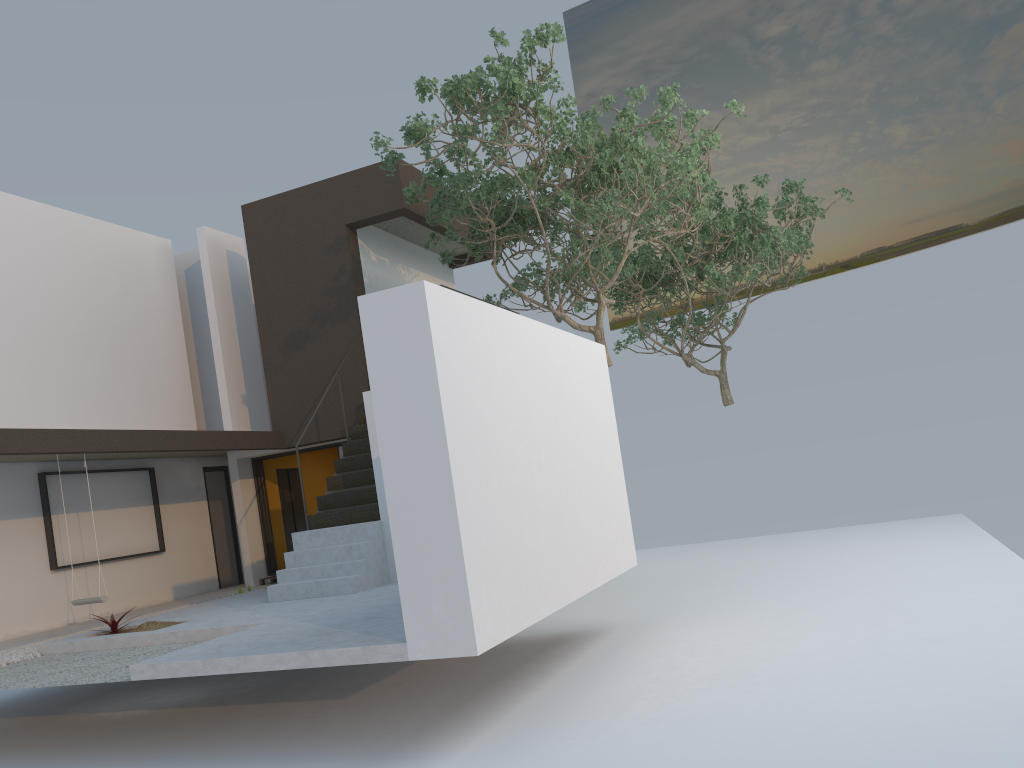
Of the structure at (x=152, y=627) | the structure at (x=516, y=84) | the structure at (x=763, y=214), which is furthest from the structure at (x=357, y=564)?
the structure at (x=763, y=214)

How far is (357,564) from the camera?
9.64m

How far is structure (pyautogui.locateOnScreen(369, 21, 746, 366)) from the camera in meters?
9.4

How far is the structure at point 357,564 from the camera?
9.64m

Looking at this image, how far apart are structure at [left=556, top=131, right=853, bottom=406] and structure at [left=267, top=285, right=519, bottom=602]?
5.73m

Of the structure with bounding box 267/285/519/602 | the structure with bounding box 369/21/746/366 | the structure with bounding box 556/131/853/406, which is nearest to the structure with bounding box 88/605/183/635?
the structure with bounding box 267/285/519/602

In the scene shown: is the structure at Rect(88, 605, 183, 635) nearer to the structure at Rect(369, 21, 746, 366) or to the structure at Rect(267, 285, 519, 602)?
the structure at Rect(267, 285, 519, 602)

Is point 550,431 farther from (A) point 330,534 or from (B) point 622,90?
(B) point 622,90

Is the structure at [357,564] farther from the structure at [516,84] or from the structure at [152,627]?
the structure at [516,84]

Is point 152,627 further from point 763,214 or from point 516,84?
point 763,214
